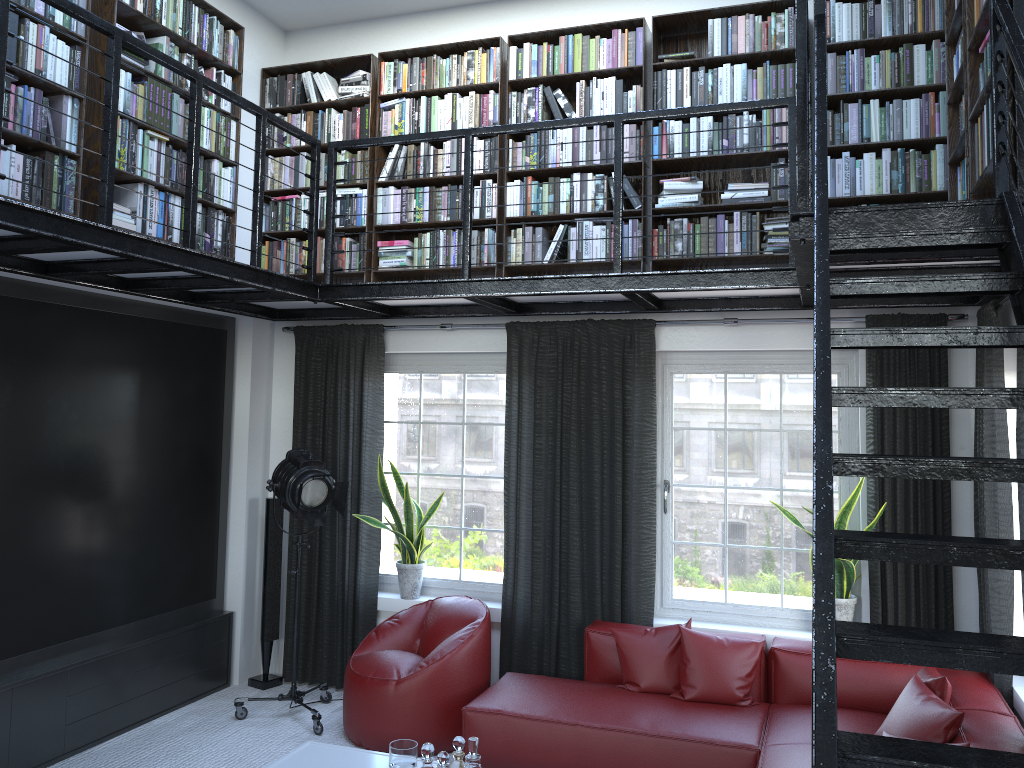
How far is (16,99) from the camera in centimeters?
393cm

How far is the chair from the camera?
4.7m

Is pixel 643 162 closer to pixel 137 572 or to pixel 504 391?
pixel 504 391

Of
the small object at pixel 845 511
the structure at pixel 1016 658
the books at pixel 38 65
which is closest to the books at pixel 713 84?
the structure at pixel 1016 658

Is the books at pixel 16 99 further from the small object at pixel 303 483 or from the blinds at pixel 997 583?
the blinds at pixel 997 583

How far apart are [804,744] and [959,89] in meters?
3.0

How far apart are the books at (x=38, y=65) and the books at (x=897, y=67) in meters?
0.7

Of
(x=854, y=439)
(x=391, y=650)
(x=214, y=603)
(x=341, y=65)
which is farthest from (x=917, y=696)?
(x=341, y=65)

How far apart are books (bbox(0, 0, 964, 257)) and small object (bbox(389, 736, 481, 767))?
2.88m

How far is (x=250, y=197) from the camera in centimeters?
594cm
